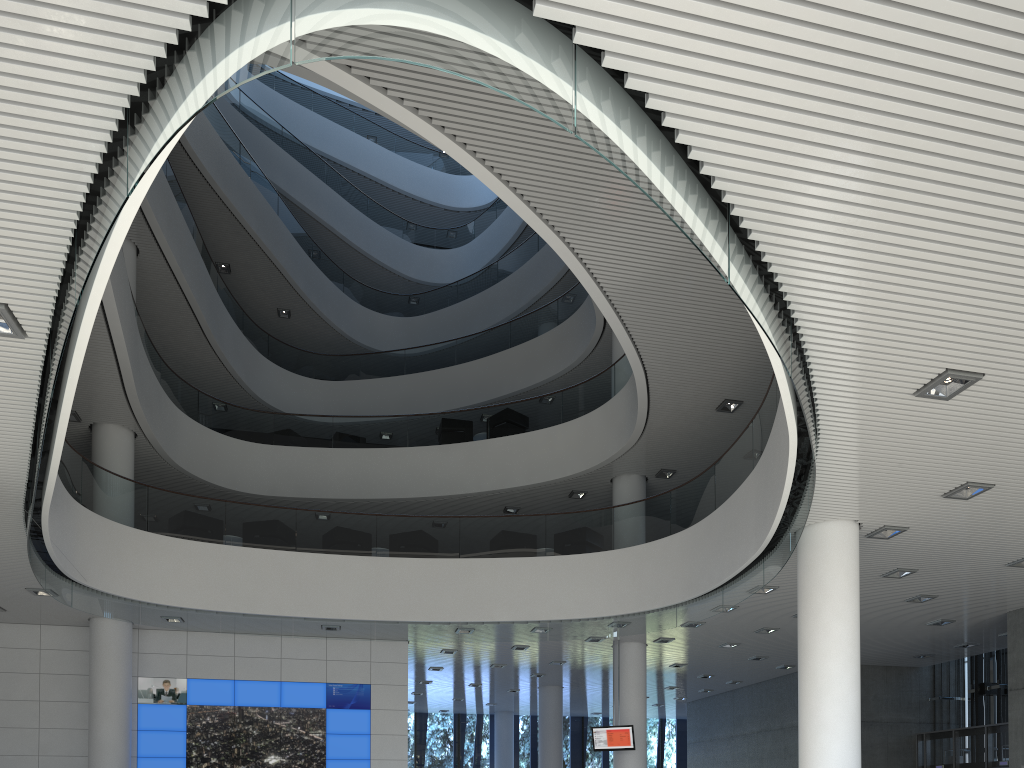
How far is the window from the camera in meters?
16.9

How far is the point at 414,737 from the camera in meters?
16.9 m

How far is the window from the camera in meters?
16.9 m
